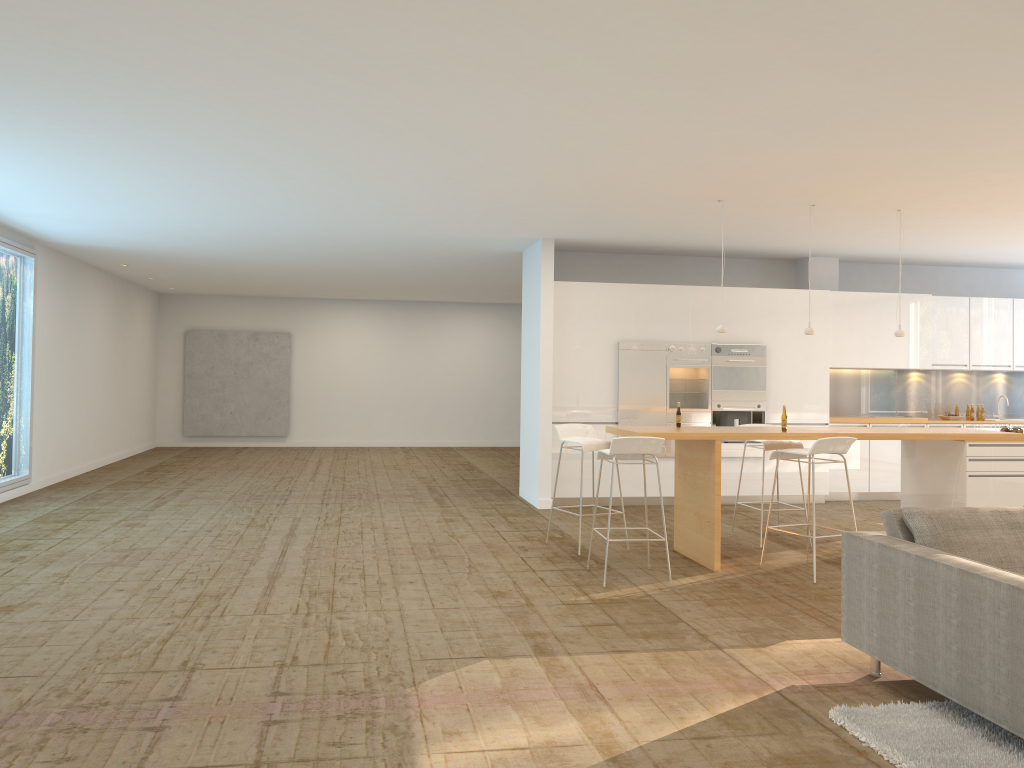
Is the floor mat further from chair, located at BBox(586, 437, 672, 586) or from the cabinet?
the cabinet

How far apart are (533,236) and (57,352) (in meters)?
6.49

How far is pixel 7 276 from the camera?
10.0m

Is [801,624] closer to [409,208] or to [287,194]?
[409,208]

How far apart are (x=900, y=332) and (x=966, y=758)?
5.2 meters

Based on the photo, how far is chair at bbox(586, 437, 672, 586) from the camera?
6.2m

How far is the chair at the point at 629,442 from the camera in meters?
6.2 m

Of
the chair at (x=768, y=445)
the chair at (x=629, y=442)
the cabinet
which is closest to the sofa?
the chair at (x=629, y=442)

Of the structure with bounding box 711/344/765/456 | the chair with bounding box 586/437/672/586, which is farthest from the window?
the structure with bounding box 711/344/765/456

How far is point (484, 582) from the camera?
6.3m
